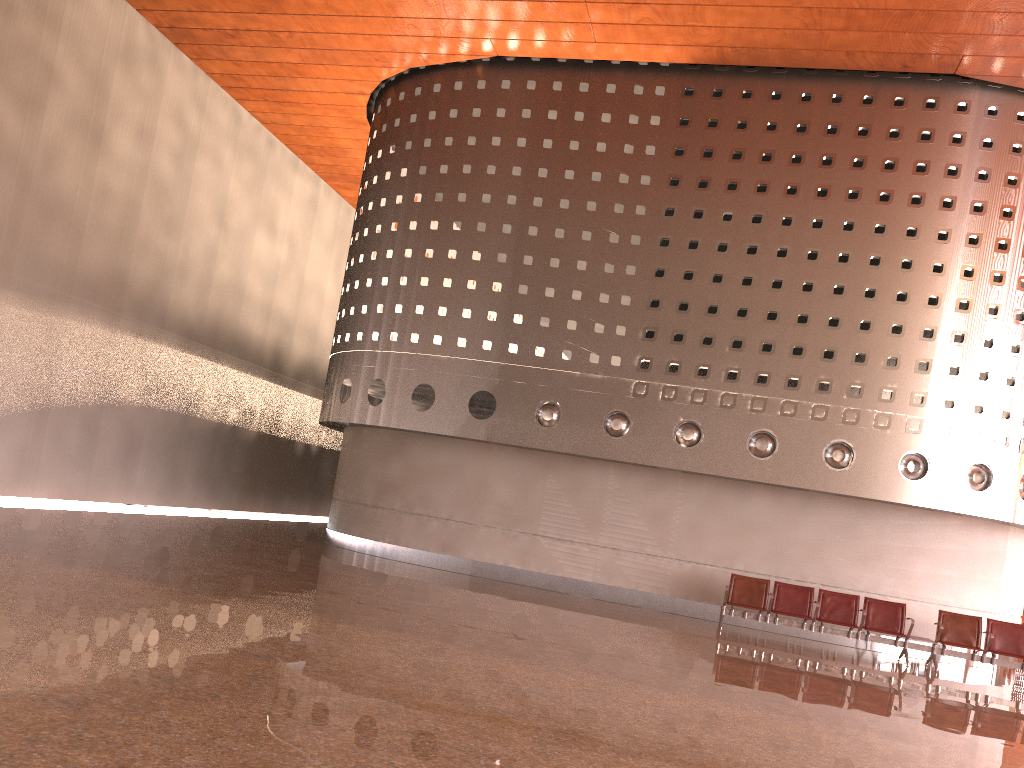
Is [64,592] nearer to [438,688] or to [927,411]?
[438,688]
